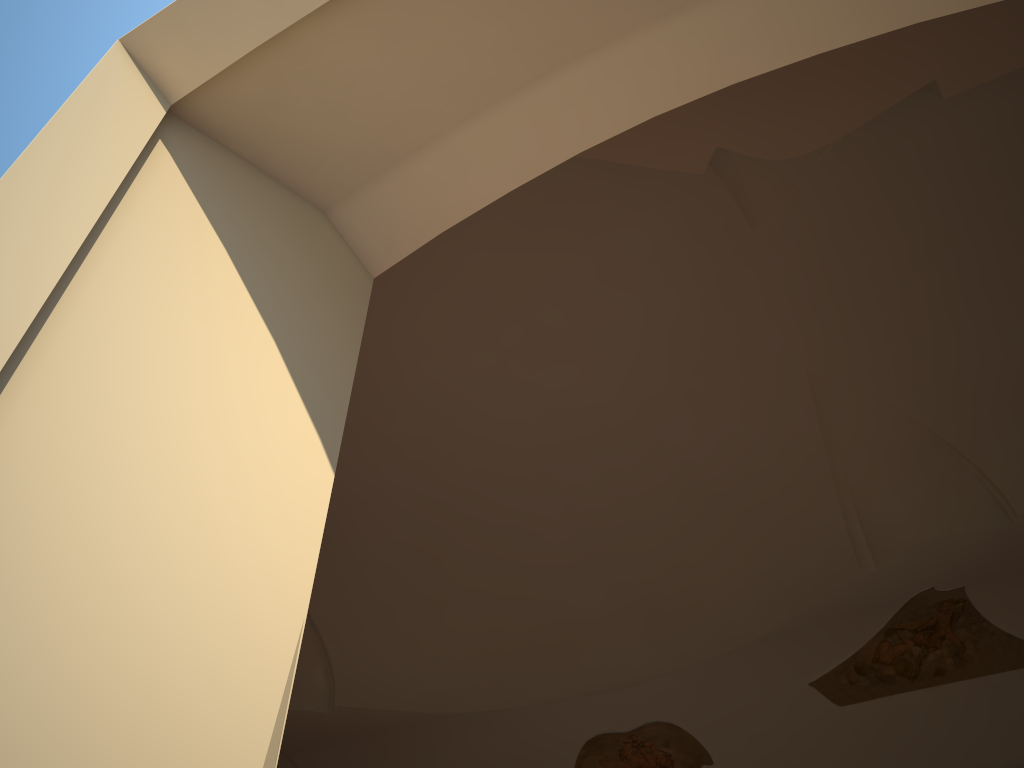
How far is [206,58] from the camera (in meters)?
1.35
